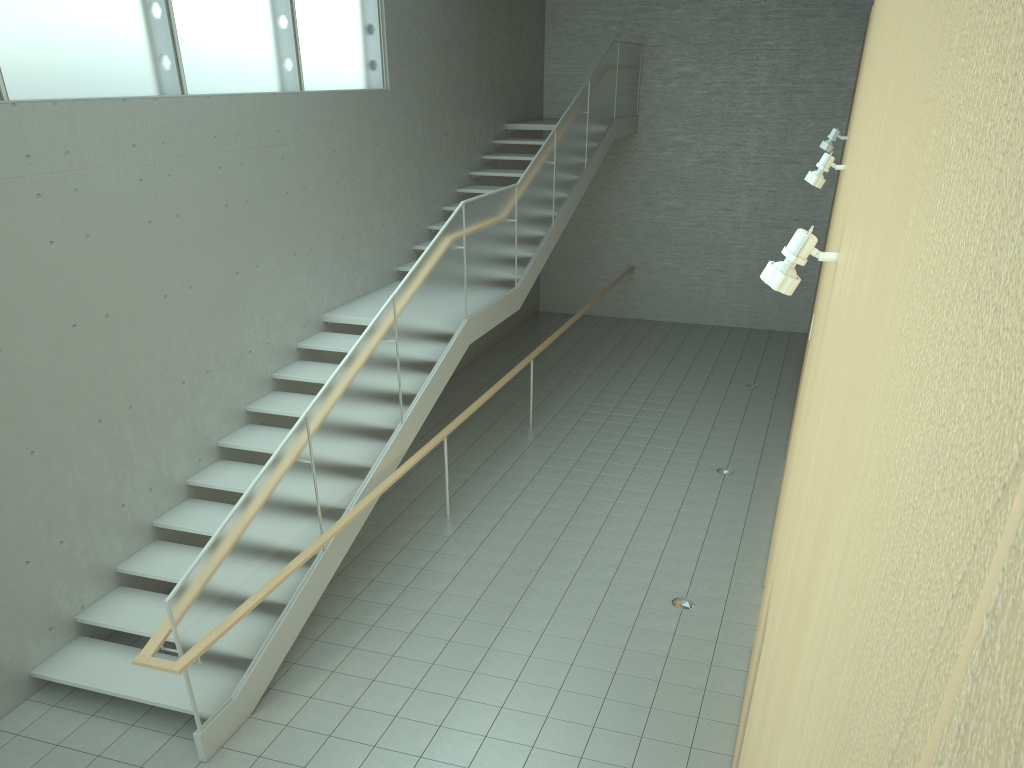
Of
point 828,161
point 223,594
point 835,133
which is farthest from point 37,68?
point 835,133

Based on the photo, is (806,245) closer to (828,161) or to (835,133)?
(828,161)

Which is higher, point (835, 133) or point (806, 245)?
point (835, 133)

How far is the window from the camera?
5.7m

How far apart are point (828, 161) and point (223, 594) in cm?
463

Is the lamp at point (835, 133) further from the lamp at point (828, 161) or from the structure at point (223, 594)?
the structure at point (223, 594)

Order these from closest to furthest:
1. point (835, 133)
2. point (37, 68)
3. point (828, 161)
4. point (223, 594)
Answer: point (223, 594) < point (828, 161) < point (37, 68) < point (835, 133)

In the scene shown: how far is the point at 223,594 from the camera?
5.10m

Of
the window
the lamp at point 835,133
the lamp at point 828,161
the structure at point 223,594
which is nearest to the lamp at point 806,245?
the lamp at point 828,161

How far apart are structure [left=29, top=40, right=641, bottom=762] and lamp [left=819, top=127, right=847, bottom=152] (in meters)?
3.32
